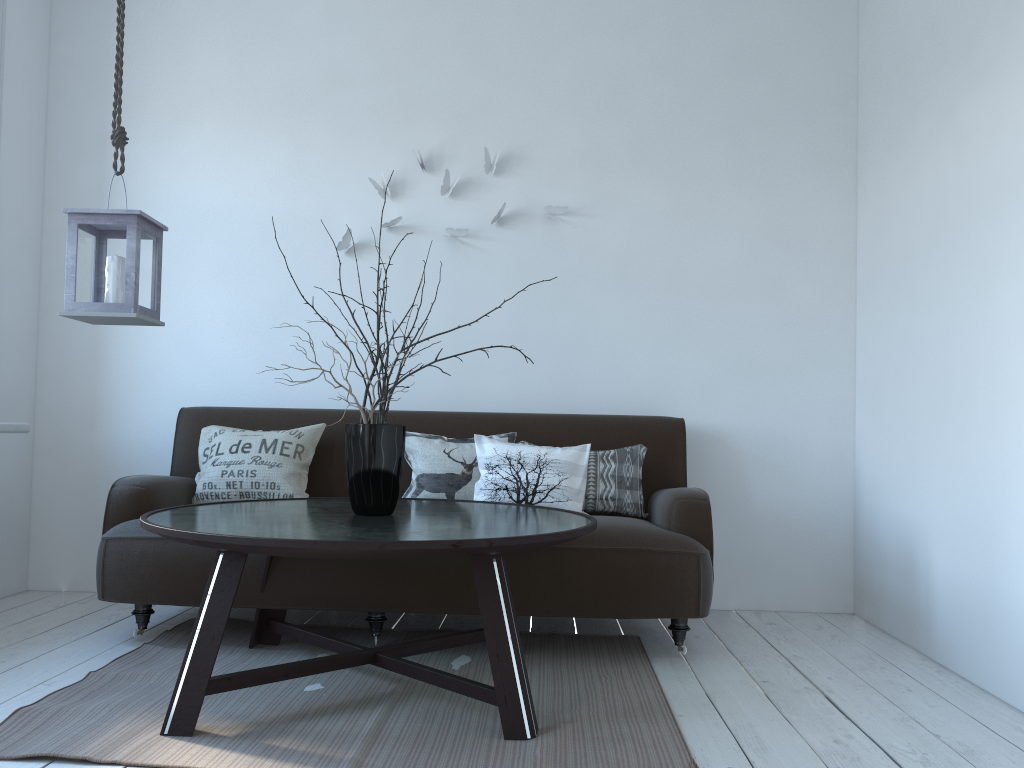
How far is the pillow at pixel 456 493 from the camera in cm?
340

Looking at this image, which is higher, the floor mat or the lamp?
the lamp

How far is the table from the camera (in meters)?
2.04

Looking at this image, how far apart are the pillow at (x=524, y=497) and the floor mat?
0.5m

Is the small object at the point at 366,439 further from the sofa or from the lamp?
the lamp

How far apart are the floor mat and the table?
0.02m

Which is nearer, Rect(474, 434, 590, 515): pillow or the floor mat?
the floor mat

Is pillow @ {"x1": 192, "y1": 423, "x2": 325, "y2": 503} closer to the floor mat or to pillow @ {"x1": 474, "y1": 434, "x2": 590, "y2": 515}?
the floor mat

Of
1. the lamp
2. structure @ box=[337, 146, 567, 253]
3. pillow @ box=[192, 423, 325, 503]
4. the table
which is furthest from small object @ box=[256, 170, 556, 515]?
structure @ box=[337, 146, 567, 253]

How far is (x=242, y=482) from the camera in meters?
3.4 m
